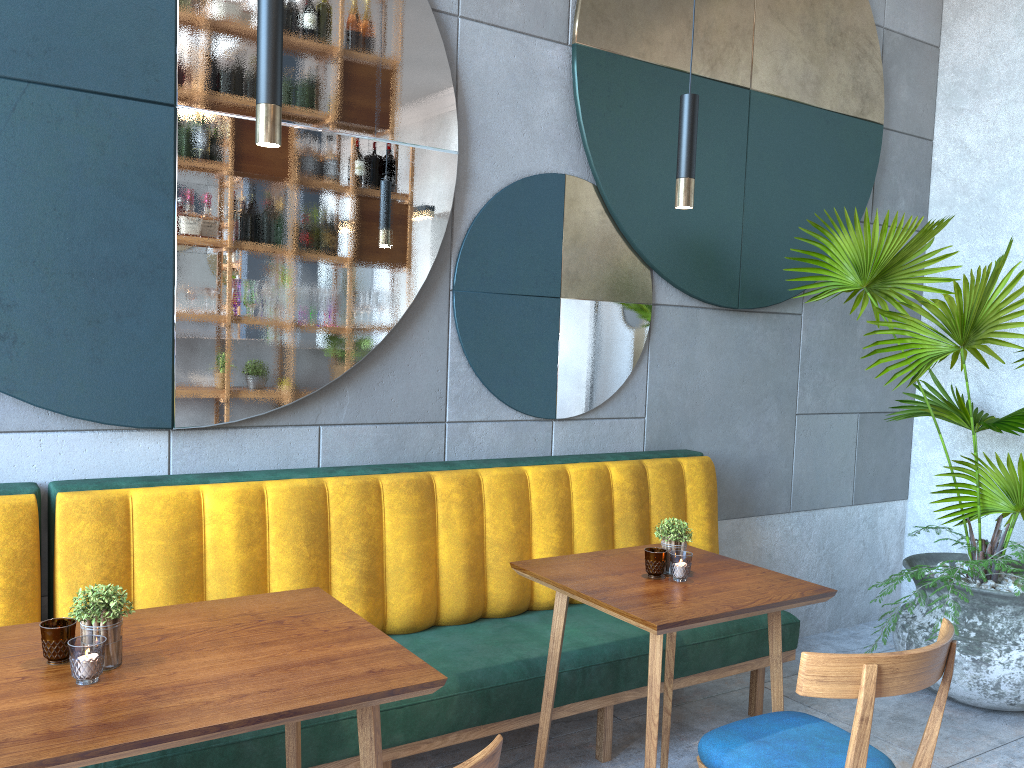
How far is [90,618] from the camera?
1.5 meters

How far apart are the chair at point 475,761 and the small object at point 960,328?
2.4m

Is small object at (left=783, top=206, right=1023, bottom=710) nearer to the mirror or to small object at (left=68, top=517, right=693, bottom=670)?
the mirror

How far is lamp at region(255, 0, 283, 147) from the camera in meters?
1.7

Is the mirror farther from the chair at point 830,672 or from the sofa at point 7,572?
the chair at point 830,672

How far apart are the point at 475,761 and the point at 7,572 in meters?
1.5 m

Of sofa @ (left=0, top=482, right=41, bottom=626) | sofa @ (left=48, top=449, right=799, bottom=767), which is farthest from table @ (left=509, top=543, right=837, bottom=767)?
sofa @ (left=0, top=482, right=41, bottom=626)

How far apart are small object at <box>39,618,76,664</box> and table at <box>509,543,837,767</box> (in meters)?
1.11

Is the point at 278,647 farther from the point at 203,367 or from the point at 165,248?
the point at 165,248

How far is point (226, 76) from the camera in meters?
2.6
